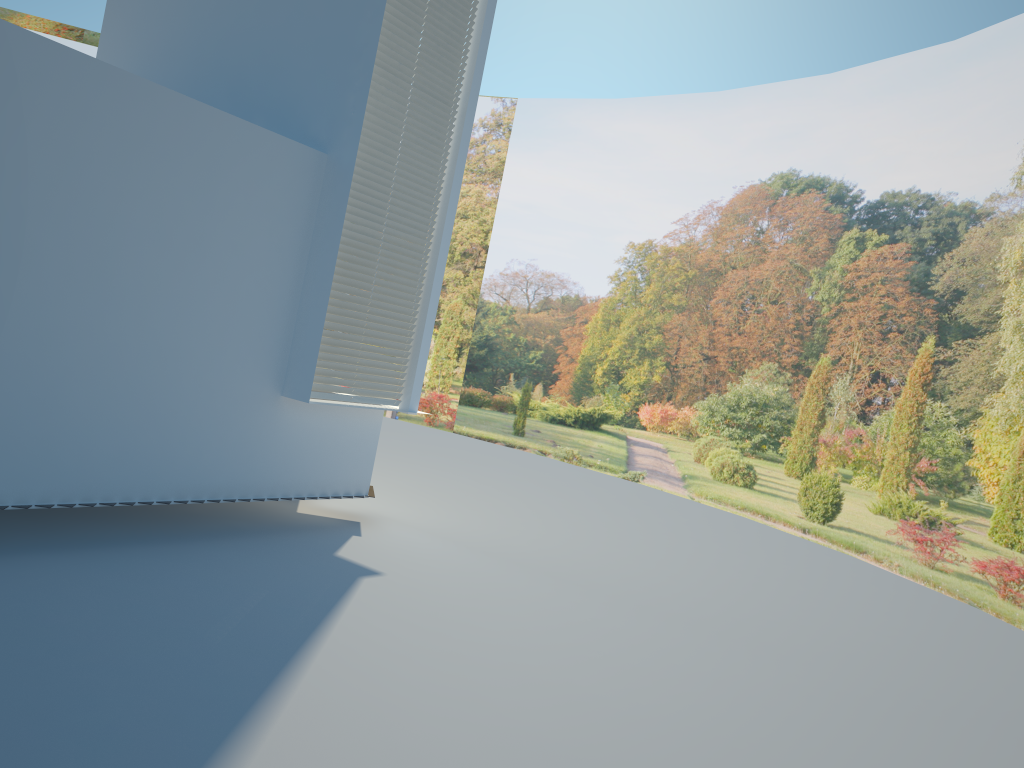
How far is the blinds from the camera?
6.8 meters

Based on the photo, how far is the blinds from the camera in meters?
6.8 m

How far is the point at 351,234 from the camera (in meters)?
6.82

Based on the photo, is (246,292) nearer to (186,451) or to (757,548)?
(186,451)
